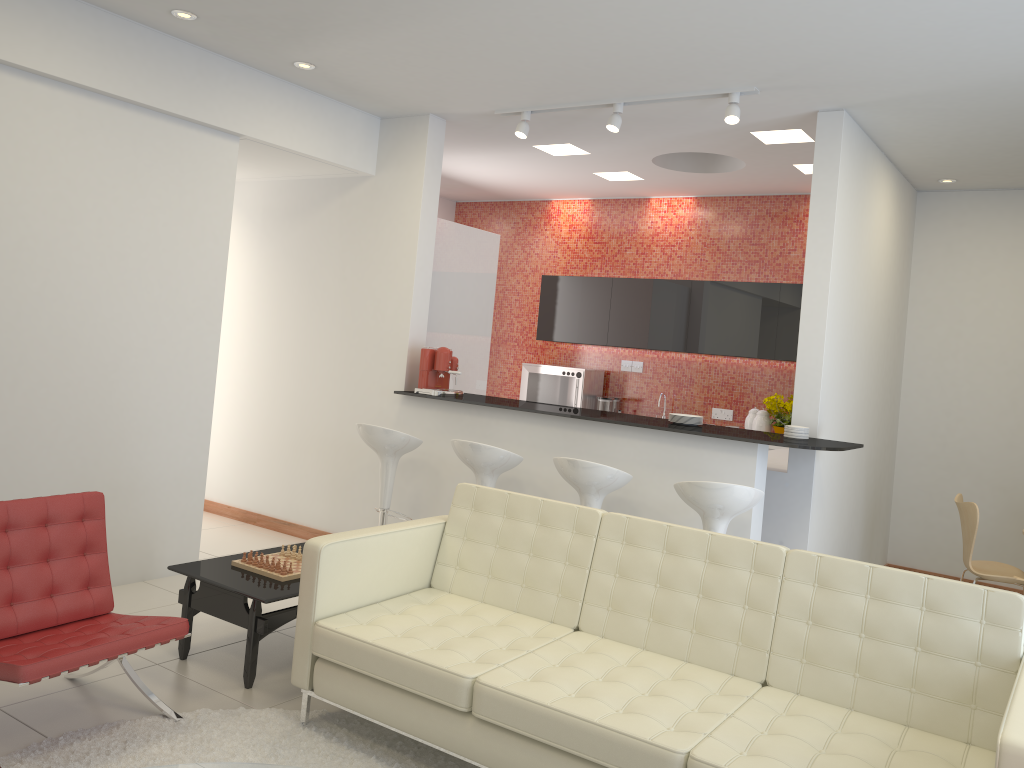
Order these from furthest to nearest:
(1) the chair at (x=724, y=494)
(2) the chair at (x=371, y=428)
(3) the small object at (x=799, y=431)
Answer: (2) the chair at (x=371, y=428) → (3) the small object at (x=799, y=431) → (1) the chair at (x=724, y=494)

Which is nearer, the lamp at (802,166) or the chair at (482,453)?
the chair at (482,453)

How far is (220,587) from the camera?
4.0m

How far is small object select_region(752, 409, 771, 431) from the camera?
7.57m

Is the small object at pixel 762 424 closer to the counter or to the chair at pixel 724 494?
the counter

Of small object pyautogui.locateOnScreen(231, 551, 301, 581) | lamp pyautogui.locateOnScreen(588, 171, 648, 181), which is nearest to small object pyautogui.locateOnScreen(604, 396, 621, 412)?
lamp pyautogui.locateOnScreen(588, 171, 648, 181)

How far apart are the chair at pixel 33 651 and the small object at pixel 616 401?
5.6m

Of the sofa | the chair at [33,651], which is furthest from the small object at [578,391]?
the chair at [33,651]

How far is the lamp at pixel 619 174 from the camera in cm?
775

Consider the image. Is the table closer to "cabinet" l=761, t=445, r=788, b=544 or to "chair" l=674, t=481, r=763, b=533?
"chair" l=674, t=481, r=763, b=533
